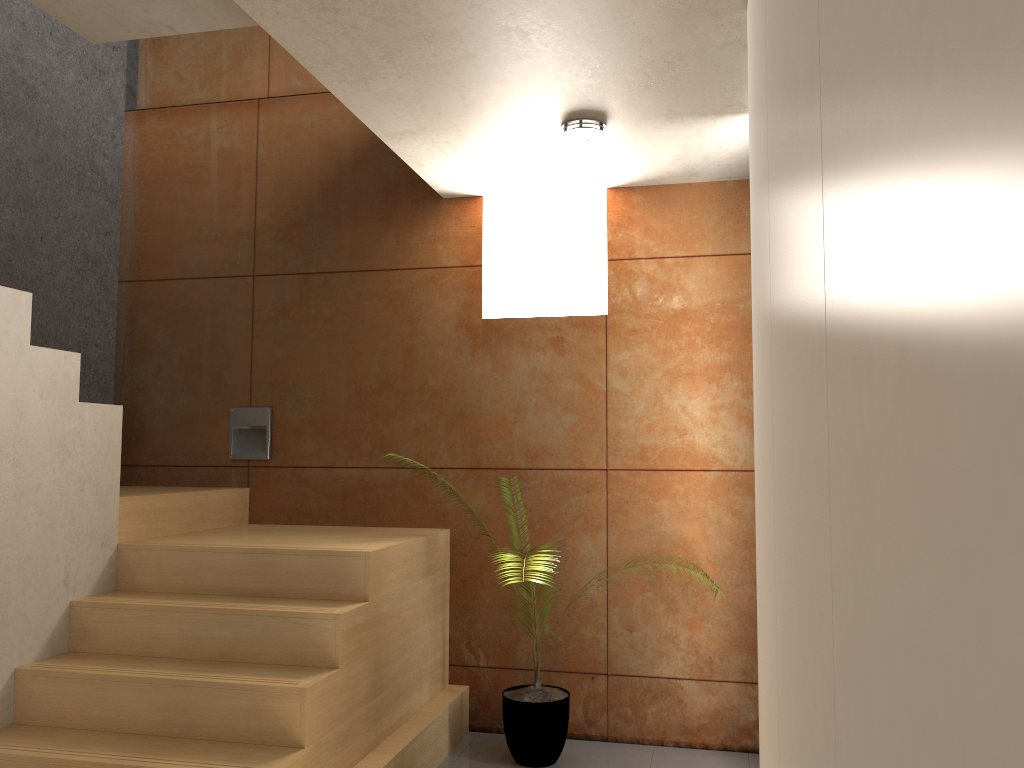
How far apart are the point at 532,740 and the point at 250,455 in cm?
196

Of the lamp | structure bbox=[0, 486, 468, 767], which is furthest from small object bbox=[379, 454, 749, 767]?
the lamp

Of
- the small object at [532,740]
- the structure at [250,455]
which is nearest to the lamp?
the structure at [250,455]

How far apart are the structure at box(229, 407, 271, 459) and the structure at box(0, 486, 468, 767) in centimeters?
19cm

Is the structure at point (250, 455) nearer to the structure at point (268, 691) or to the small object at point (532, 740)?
the structure at point (268, 691)

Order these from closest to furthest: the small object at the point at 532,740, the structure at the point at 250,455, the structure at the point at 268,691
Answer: the structure at the point at 268,691 → the small object at the point at 532,740 → the structure at the point at 250,455

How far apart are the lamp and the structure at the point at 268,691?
1.7m

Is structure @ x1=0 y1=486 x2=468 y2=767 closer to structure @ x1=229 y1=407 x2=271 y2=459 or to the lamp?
structure @ x1=229 y1=407 x2=271 y2=459

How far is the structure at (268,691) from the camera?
2.7m

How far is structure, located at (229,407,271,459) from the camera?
4.44m
